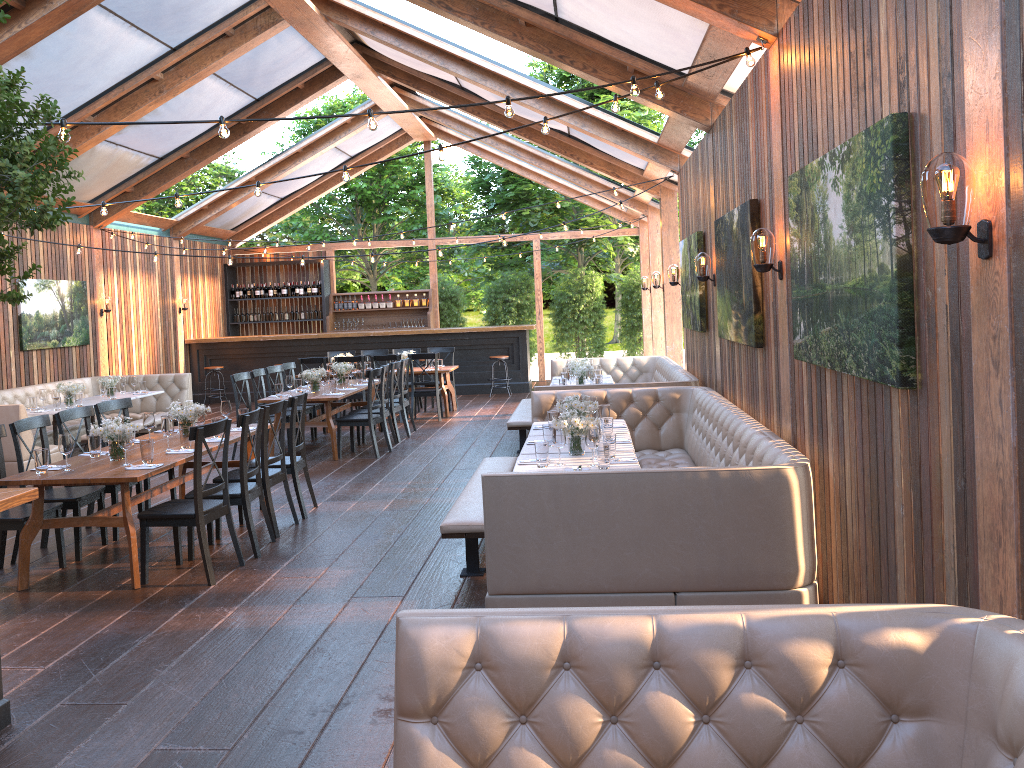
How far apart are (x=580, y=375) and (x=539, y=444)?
4.92m

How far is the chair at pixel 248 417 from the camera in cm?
627

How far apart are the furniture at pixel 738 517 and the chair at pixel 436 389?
4.9m

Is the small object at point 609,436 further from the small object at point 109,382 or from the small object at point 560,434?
the small object at point 109,382

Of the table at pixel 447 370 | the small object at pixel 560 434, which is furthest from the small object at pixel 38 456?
the table at pixel 447 370

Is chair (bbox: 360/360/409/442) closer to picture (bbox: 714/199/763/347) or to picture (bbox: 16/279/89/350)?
picture (bbox: 714/199/763/347)

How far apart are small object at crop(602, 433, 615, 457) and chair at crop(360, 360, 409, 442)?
5.9 meters

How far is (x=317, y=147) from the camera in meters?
16.4 m

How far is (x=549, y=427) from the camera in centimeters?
638cm

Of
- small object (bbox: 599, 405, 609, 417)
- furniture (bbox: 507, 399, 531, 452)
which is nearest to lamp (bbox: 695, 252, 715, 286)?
small object (bbox: 599, 405, 609, 417)
